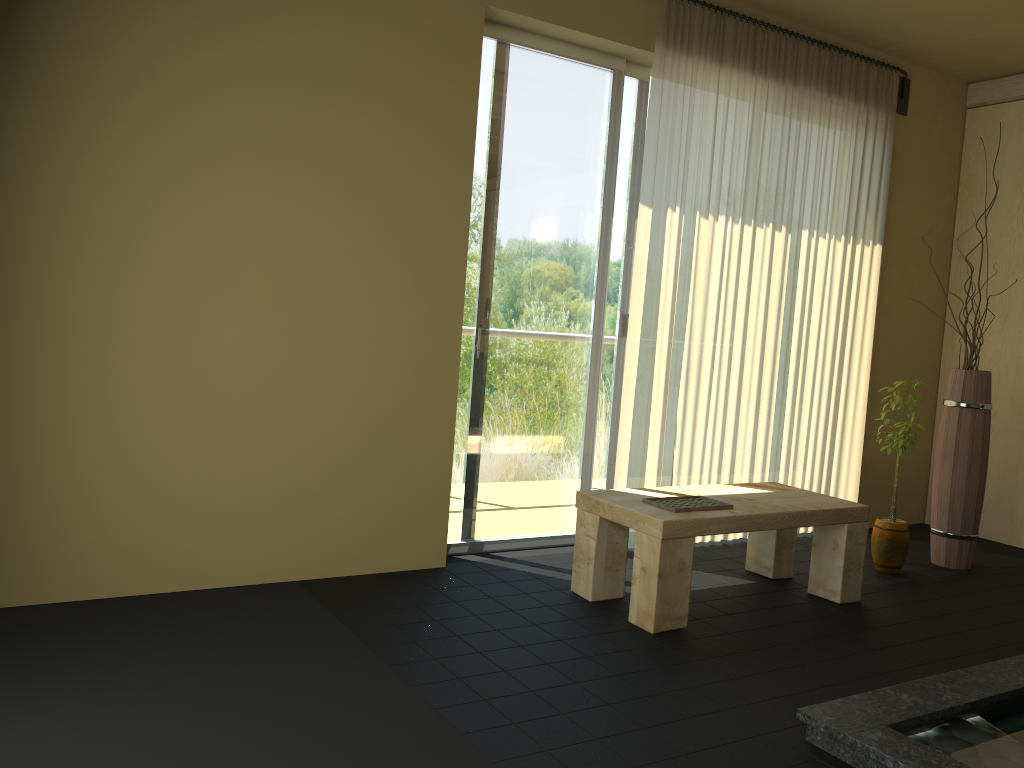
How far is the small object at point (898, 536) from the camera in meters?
4.1 m

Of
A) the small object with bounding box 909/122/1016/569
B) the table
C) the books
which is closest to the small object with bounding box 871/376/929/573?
the small object with bounding box 909/122/1016/569

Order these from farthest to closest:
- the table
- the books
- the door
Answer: the door → the books → the table

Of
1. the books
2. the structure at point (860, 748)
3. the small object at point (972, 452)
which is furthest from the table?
the small object at point (972, 452)

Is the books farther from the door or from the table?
the door

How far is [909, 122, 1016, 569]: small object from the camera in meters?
4.3

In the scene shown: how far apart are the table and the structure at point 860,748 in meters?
0.8 m

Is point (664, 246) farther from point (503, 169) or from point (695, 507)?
point (695, 507)

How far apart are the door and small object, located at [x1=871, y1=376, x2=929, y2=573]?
1.26m

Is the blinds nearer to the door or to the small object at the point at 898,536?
the door
